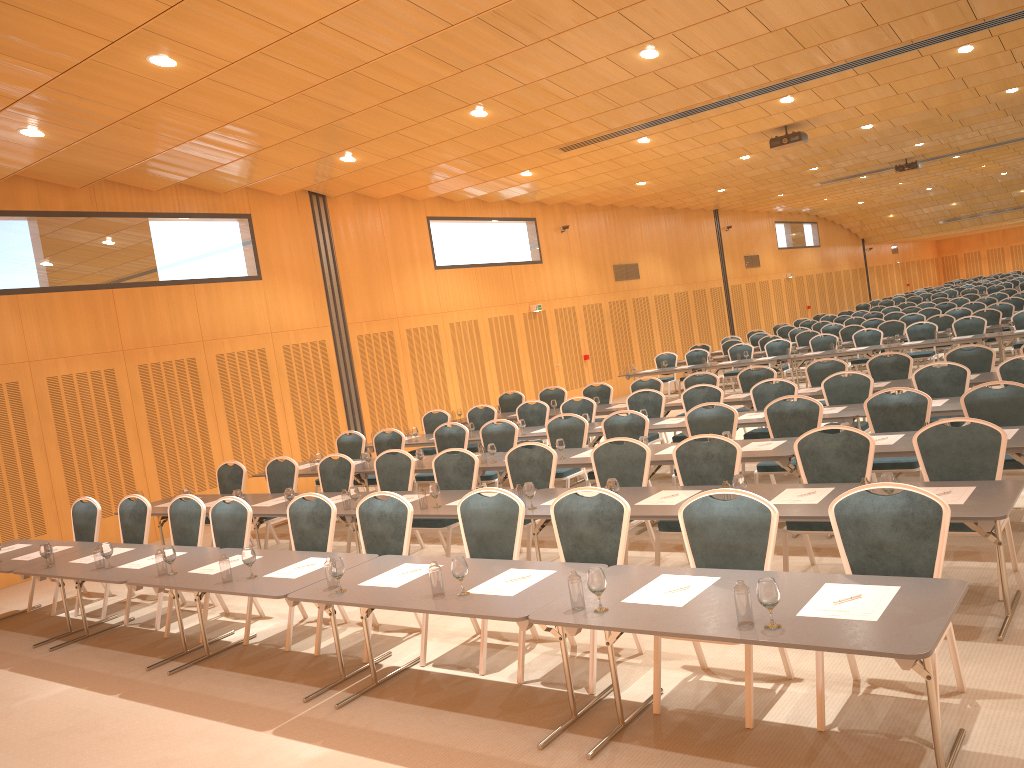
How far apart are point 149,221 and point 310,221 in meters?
3.1 m

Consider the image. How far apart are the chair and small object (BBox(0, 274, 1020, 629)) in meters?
0.6

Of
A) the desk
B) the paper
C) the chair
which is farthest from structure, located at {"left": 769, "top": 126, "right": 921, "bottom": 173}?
the paper

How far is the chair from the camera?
4.8m

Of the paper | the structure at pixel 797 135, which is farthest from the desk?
the structure at pixel 797 135

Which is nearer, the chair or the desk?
the desk

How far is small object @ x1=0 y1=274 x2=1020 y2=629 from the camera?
3.78m

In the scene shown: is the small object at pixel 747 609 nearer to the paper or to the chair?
the paper

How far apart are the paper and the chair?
0.3m

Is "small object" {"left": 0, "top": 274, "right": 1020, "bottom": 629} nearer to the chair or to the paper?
the paper
